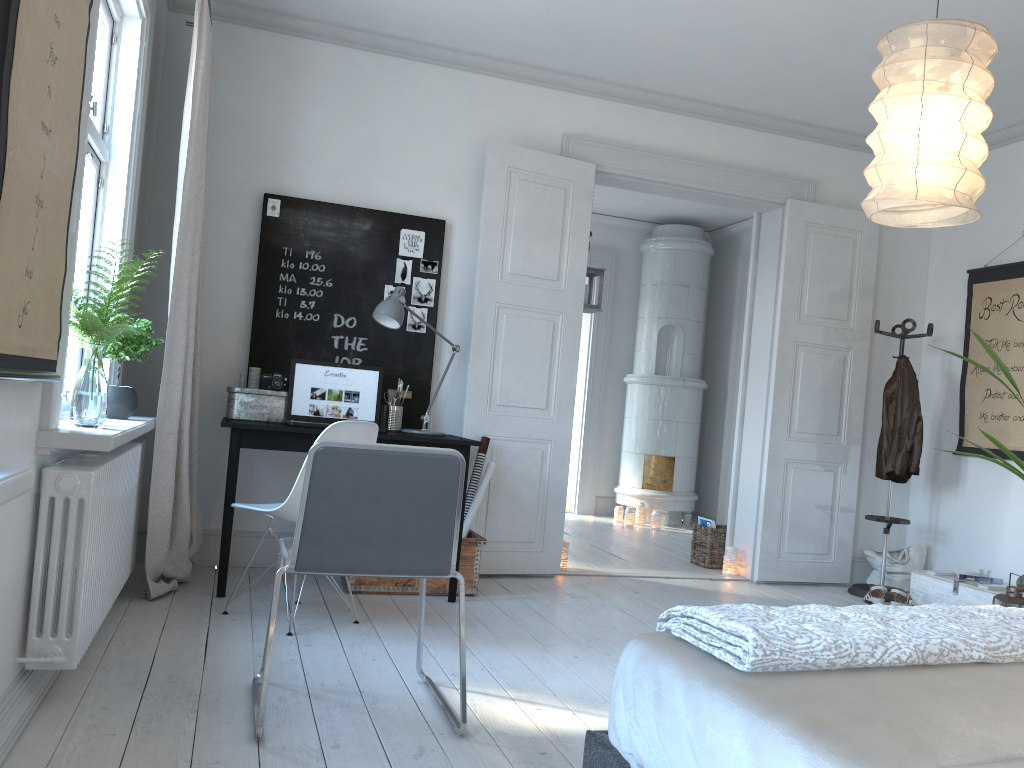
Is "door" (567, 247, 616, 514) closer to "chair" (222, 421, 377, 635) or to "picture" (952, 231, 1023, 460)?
"picture" (952, 231, 1023, 460)

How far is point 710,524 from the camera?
5.8m

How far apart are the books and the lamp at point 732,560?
0.32m

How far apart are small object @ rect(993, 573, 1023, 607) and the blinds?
3.8 meters

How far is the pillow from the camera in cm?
544

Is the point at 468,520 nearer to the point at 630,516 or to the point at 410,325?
the point at 410,325

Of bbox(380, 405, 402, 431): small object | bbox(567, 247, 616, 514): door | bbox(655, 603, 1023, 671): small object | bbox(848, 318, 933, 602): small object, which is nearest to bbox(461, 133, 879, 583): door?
bbox(848, 318, 933, 602): small object

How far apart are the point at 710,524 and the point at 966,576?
1.53m

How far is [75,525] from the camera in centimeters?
241cm

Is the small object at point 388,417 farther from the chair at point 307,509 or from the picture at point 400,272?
the chair at point 307,509
